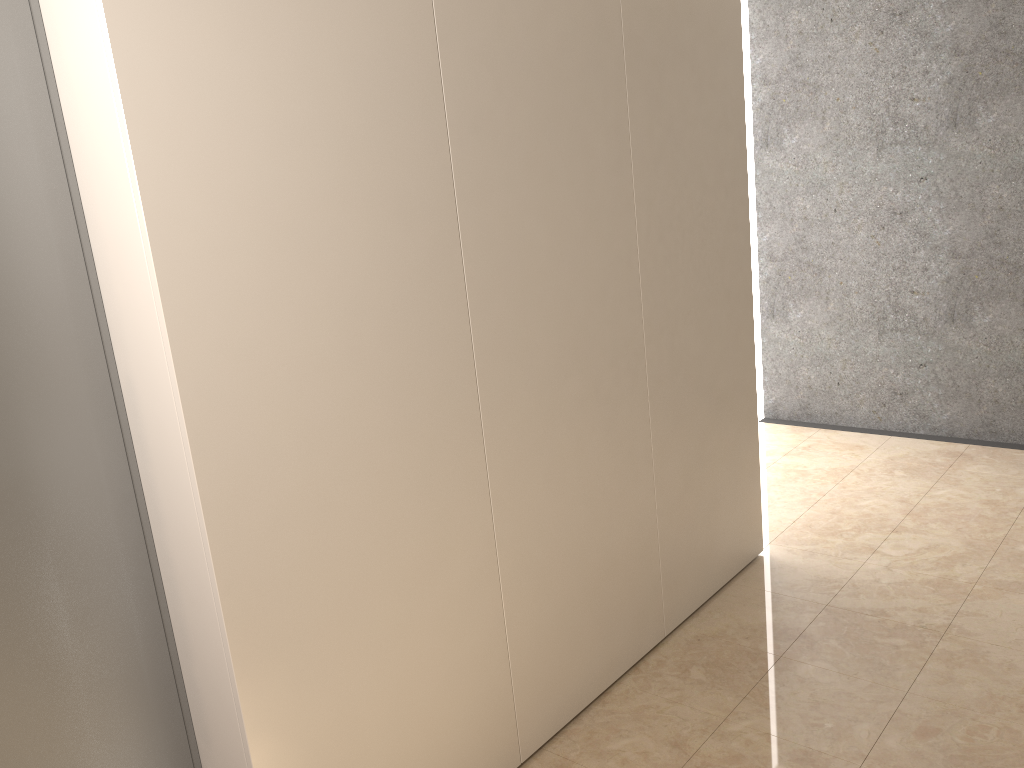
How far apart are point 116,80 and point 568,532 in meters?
1.7 m

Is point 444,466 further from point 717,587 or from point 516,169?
point 717,587
